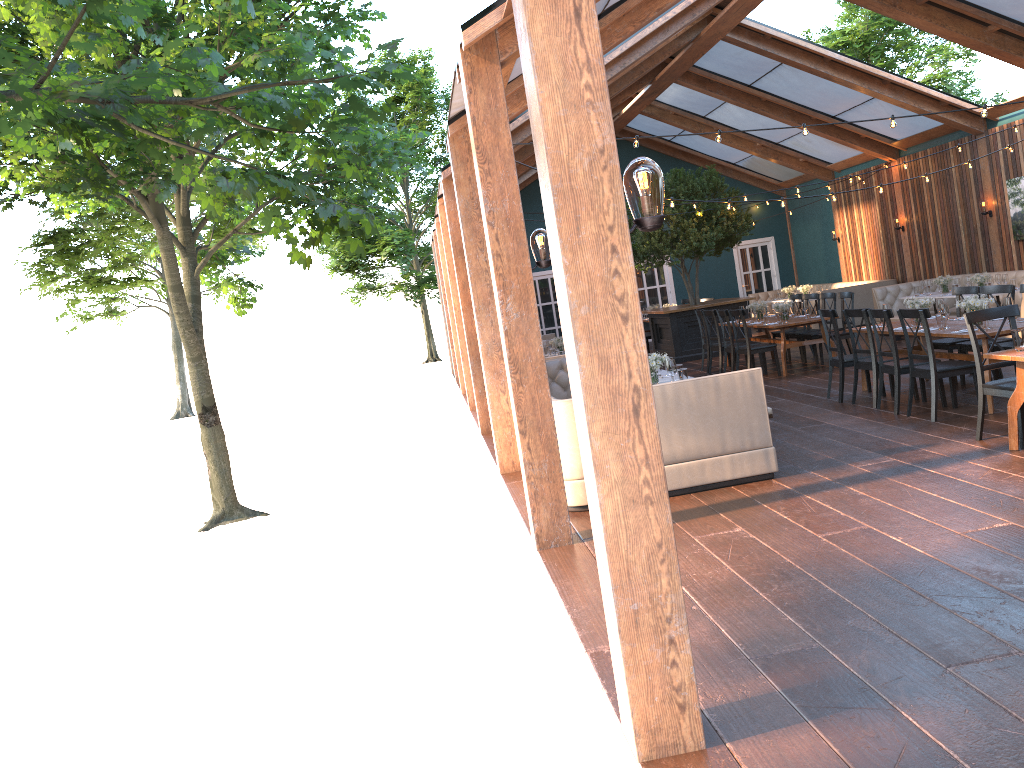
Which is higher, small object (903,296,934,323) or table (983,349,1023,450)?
small object (903,296,934,323)

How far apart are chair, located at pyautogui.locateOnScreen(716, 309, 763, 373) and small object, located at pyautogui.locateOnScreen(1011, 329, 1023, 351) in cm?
661

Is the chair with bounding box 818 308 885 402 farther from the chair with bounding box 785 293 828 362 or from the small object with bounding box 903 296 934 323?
the chair with bounding box 785 293 828 362

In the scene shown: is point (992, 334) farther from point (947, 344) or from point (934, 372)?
point (947, 344)

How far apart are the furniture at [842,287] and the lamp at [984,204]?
3.16m

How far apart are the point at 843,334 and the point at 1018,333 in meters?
6.3 m

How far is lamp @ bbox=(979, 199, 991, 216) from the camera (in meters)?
14.80

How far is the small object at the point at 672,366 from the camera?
7.8m

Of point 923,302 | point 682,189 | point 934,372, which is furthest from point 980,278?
point 934,372

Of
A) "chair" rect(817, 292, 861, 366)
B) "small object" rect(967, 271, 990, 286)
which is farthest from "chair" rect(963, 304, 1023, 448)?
"small object" rect(967, 271, 990, 286)
